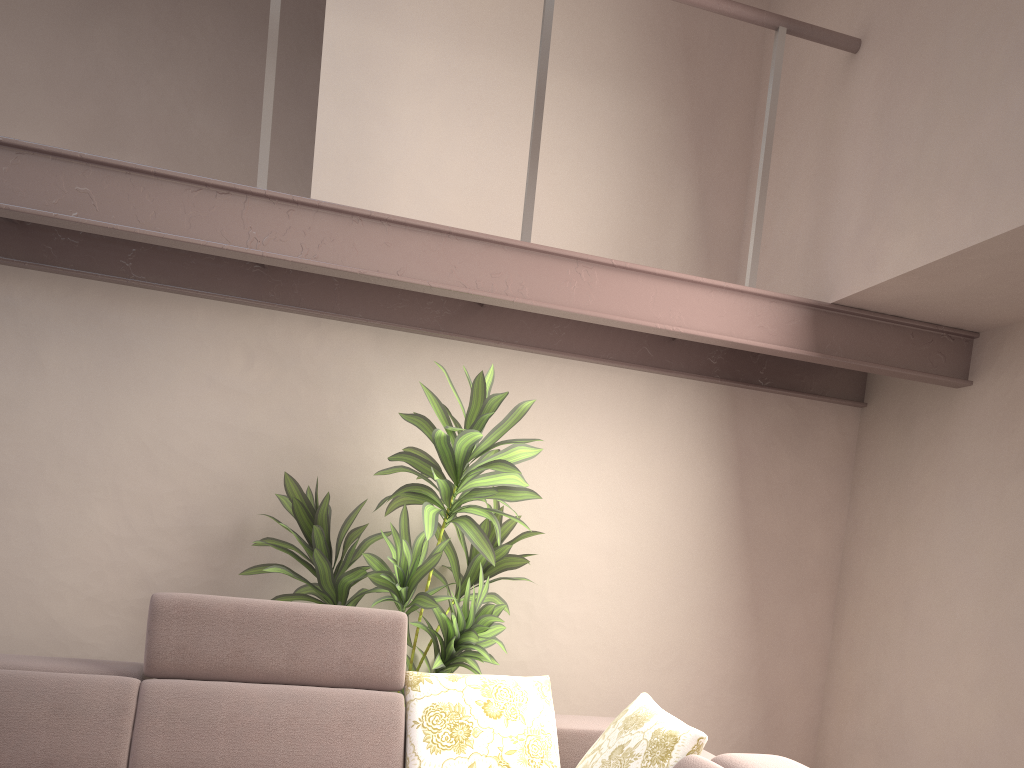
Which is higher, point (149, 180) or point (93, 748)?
point (149, 180)

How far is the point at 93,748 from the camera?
2.6 meters

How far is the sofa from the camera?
2.6 meters

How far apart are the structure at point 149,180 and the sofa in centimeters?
113cm

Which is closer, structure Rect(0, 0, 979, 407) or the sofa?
the sofa

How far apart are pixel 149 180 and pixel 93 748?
1.80m

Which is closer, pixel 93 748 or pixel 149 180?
pixel 93 748

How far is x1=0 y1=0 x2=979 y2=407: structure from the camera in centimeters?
268cm

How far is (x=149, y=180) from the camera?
2.68m

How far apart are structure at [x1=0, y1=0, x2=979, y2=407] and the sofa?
1.1m
